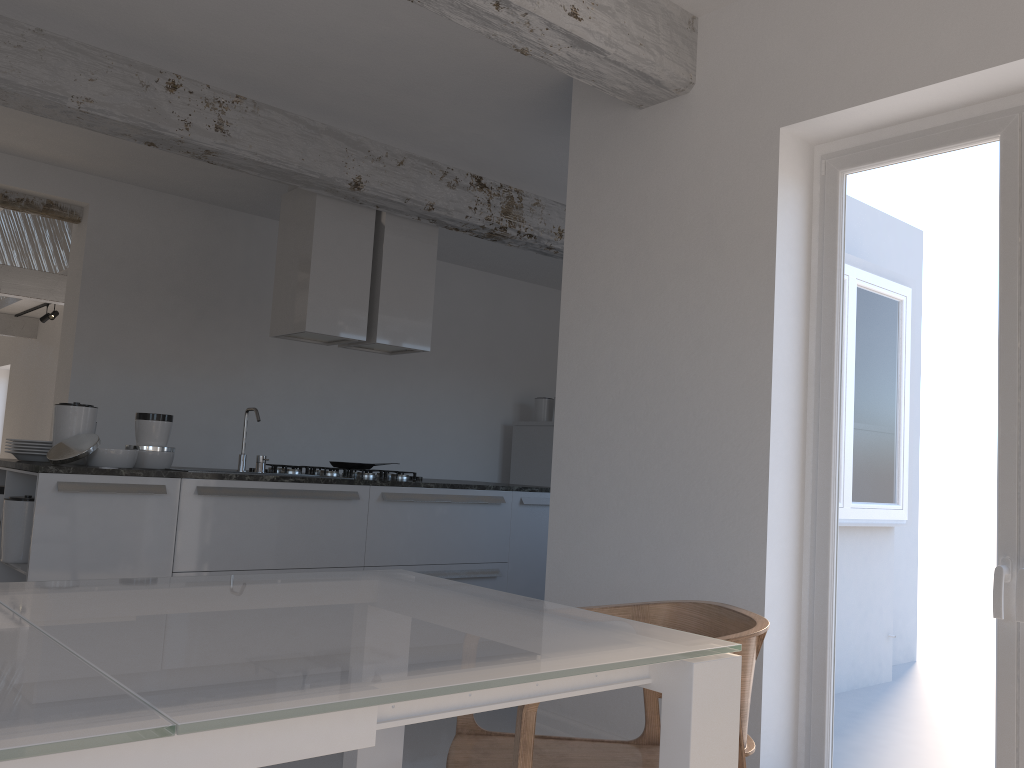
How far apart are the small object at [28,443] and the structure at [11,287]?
6.16m

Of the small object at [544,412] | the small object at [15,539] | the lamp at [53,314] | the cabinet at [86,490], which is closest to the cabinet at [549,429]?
the small object at [544,412]

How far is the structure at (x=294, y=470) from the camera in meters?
5.1

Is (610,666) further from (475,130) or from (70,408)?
(475,130)

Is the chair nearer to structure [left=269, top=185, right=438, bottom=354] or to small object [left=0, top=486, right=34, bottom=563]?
small object [left=0, top=486, right=34, bottom=563]

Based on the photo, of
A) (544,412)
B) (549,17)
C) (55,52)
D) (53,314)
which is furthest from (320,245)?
(53,314)

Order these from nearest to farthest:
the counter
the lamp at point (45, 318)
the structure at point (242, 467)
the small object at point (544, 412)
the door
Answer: the door
the counter
the structure at point (242, 467)
the small object at point (544, 412)
the lamp at point (45, 318)

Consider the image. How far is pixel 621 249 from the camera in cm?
366

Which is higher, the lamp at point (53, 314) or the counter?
the lamp at point (53, 314)

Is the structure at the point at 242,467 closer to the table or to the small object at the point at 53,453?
the small object at the point at 53,453
